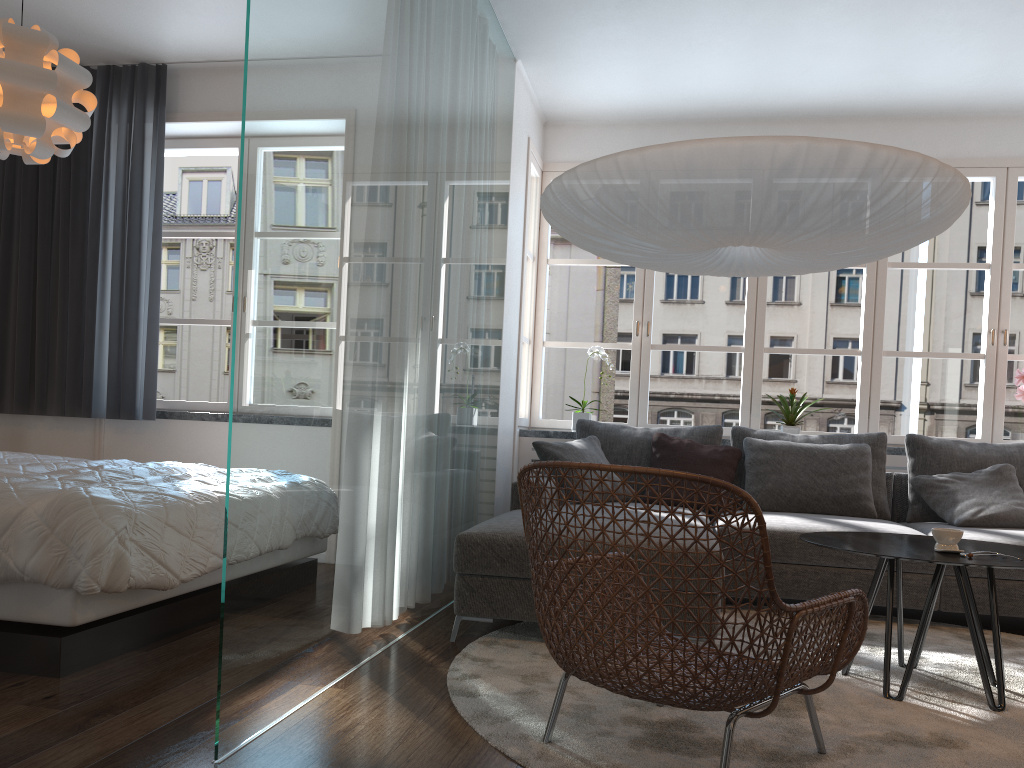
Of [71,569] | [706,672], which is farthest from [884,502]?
[71,569]

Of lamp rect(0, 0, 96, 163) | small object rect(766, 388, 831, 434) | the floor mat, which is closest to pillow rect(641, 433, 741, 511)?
small object rect(766, 388, 831, 434)

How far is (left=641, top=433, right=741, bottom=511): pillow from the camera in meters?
4.7 m

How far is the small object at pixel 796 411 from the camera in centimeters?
515cm

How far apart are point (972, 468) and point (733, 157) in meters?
2.9

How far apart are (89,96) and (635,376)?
3.4m

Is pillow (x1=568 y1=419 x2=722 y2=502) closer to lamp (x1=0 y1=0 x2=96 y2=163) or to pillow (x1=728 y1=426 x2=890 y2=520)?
pillow (x1=728 y1=426 x2=890 y2=520)

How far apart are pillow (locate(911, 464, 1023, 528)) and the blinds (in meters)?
4.14

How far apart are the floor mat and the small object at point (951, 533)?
0.5m

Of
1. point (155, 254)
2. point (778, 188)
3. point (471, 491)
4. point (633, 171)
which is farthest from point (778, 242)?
point (155, 254)
